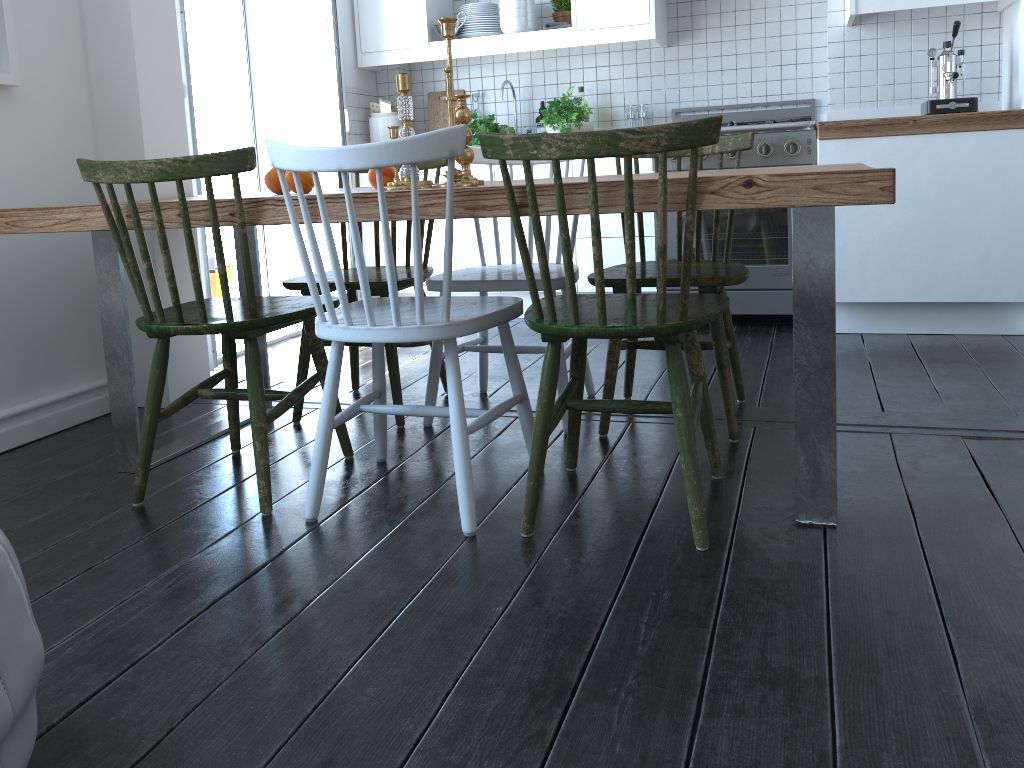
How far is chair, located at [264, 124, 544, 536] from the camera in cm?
167

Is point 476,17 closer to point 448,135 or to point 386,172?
point 386,172

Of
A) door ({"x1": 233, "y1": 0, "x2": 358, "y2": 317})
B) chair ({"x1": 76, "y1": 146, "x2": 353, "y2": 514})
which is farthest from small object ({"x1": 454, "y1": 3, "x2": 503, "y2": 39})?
chair ({"x1": 76, "y1": 146, "x2": 353, "y2": 514})

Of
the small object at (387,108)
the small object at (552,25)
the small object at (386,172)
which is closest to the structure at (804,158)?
the small object at (552,25)

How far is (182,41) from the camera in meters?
3.1

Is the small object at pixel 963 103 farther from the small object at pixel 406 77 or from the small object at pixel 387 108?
the small object at pixel 387 108

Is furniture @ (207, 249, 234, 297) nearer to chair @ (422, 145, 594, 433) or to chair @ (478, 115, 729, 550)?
chair @ (422, 145, 594, 433)

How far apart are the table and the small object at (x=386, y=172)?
0.0 meters

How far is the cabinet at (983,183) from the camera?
3.3m

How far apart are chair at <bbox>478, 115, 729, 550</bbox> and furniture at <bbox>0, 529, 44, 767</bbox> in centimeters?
96cm
